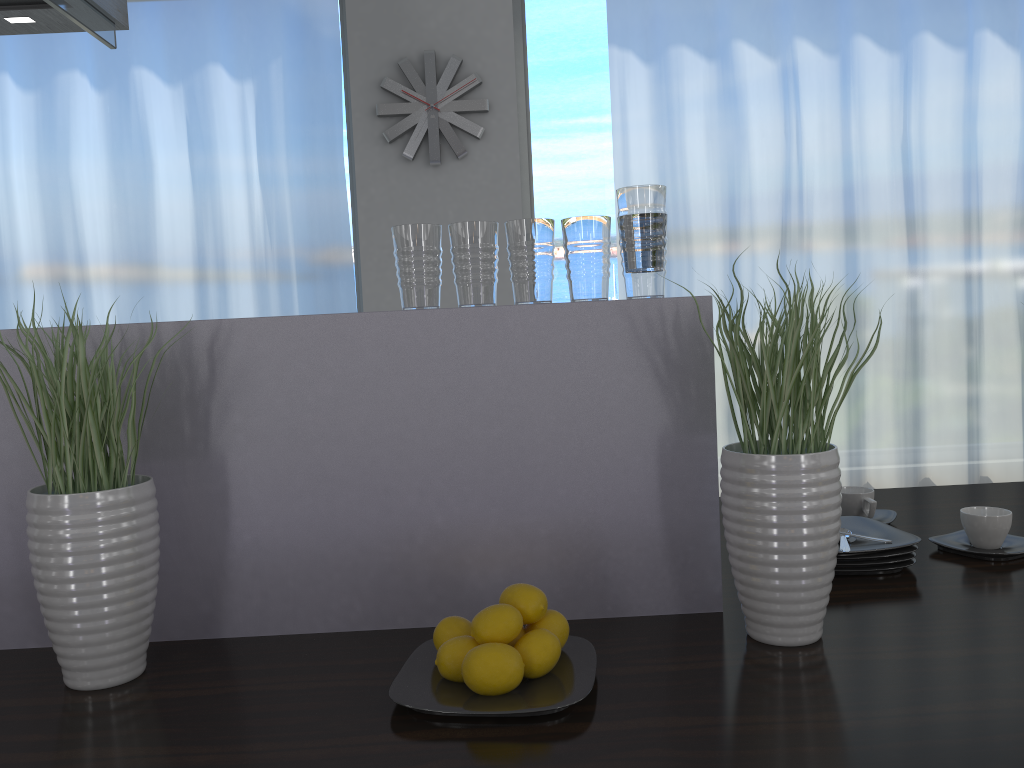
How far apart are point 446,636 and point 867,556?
0.7 meters

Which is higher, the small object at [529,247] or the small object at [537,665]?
the small object at [529,247]

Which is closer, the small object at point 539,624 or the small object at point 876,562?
the small object at point 539,624

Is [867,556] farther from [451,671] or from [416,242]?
[416,242]

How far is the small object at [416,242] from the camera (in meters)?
1.23

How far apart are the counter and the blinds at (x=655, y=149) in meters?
2.1 m

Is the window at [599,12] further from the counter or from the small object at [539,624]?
the small object at [539,624]

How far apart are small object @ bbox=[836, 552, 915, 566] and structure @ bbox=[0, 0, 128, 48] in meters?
1.9 m

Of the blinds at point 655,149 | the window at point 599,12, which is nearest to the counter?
the blinds at point 655,149

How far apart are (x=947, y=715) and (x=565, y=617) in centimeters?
51cm
